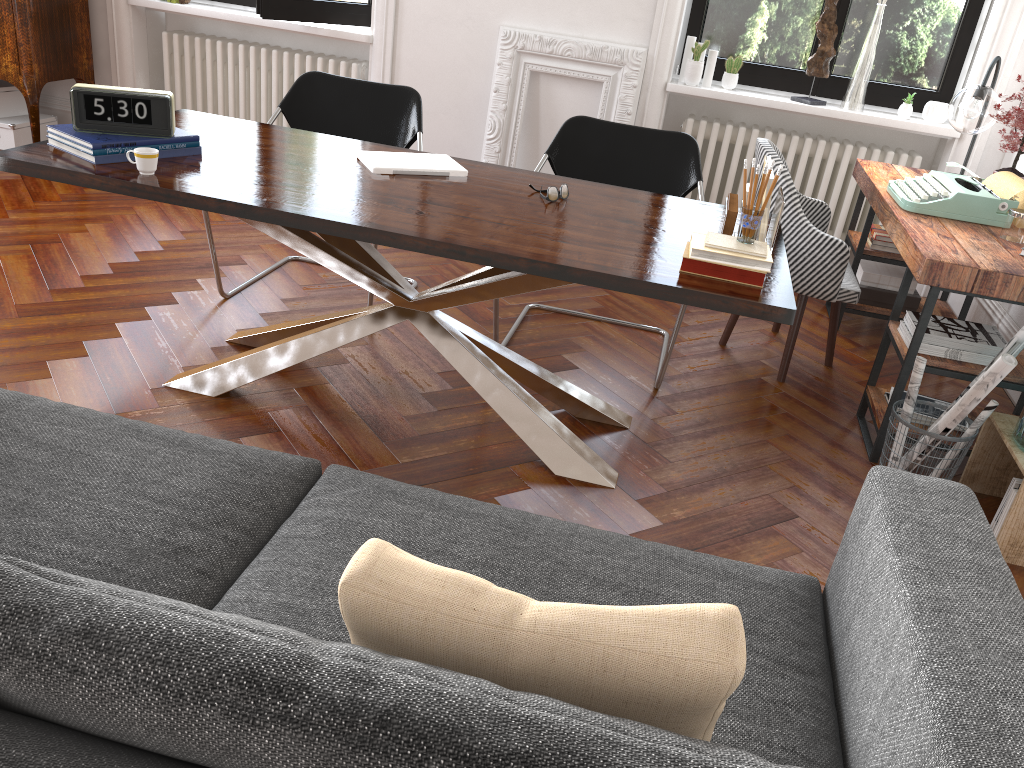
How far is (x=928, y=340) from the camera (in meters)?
2.97

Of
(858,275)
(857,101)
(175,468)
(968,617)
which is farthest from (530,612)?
(857,101)

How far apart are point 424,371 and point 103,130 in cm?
133

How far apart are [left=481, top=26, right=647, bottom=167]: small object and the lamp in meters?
1.6

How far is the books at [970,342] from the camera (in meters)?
2.94

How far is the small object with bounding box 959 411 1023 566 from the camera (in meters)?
2.60

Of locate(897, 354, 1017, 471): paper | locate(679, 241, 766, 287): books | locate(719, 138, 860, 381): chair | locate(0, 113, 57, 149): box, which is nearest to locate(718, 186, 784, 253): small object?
locate(679, 241, 766, 287): books

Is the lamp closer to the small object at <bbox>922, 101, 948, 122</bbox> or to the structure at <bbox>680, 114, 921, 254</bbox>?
the small object at <bbox>922, 101, 948, 122</bbox>

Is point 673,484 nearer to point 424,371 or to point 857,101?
point 424,371

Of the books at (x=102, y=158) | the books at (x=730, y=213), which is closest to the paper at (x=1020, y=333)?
the books at (x=730, y=213)
